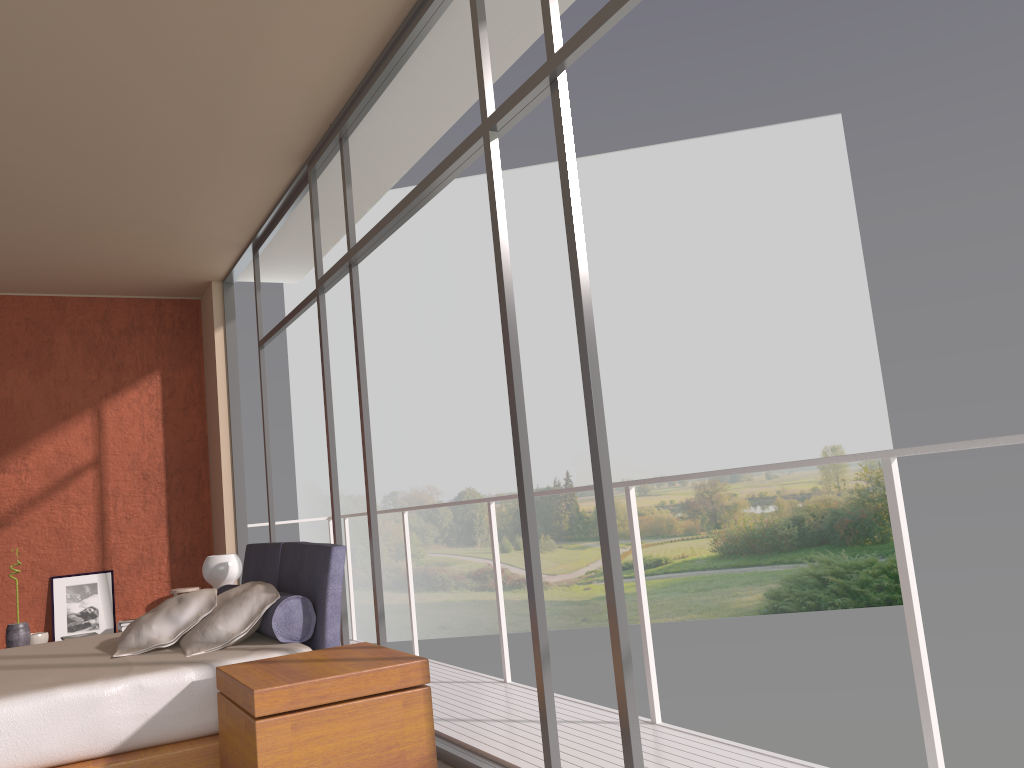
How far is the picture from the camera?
7.1m

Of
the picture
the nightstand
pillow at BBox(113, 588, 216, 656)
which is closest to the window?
the nightstand

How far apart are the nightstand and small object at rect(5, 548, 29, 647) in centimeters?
446cm

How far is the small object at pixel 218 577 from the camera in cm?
515

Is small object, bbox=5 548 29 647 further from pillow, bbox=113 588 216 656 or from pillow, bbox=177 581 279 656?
pillow, bbox=177 581 279 656

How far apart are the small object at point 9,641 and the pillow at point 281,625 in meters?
3.0 m

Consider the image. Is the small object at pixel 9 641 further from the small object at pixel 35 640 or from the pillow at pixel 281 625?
the pillow at pixel 281 625

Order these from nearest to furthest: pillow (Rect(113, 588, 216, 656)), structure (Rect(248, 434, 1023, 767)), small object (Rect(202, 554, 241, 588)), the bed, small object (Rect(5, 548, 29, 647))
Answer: structure (Rect(248, 434, 1023, 767)) < the bed < pillow (Rect(113, 588, 216, 656)) < small object (Rect(202, 554, 241, 588)) < small object (Rect(5, 548, 29, 647))

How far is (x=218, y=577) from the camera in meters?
5.2

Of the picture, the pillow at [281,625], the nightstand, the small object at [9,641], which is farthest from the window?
the small object at [9,641]
